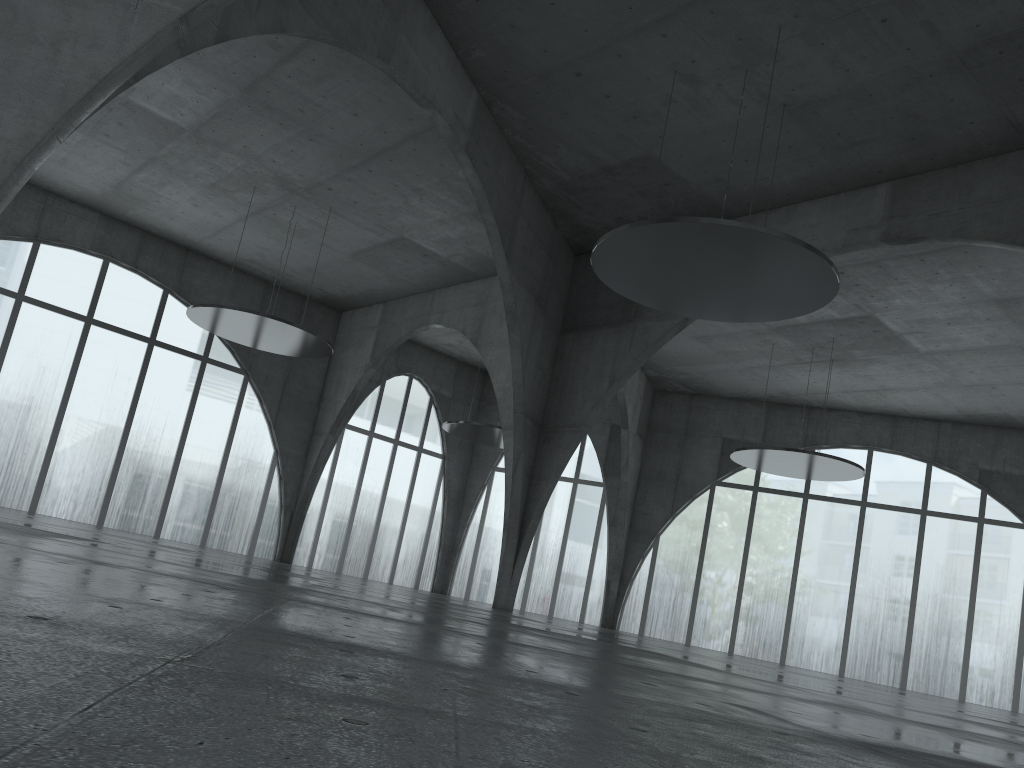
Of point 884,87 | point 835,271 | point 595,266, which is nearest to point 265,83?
point 595,266

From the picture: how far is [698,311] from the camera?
41.1 meters
